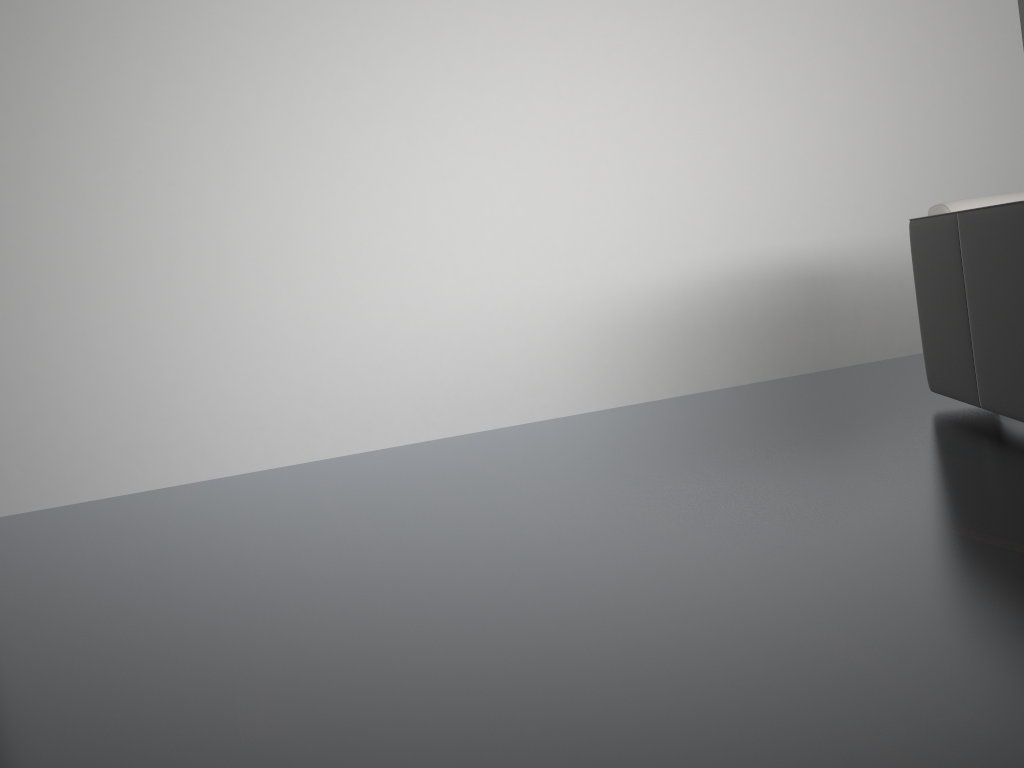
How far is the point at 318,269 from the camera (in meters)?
3.45

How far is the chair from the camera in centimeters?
241cm

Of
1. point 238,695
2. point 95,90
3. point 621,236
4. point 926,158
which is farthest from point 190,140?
point 926,158

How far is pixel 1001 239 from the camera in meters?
2.4 m
